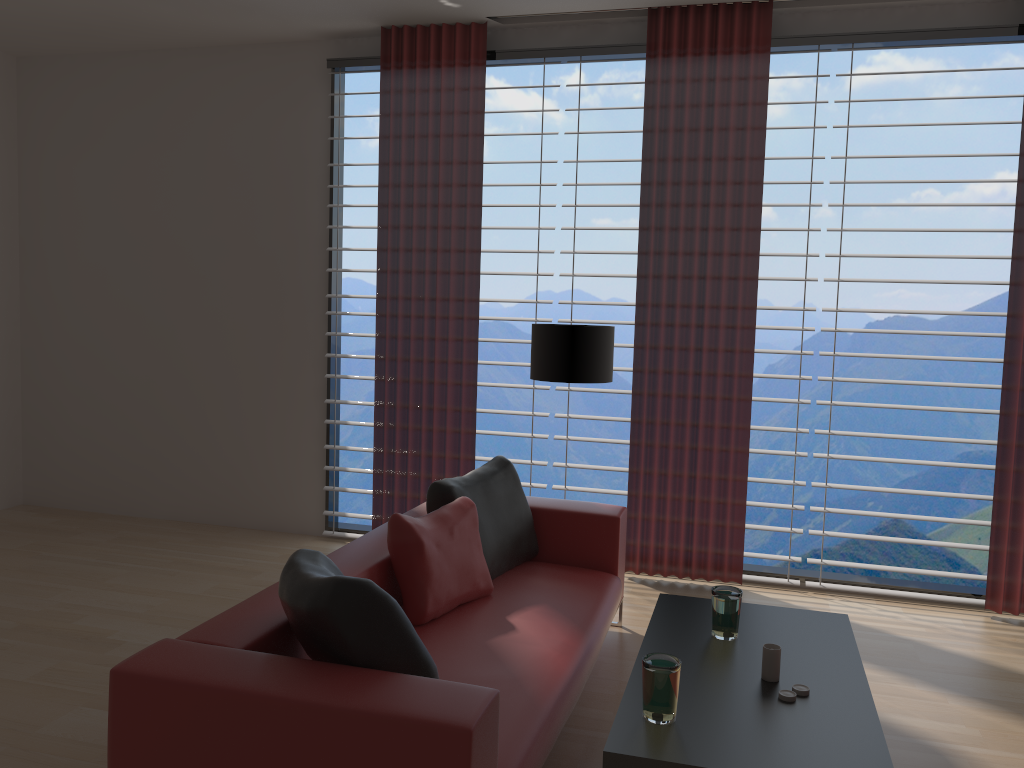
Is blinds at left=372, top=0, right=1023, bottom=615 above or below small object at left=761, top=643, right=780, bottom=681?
above

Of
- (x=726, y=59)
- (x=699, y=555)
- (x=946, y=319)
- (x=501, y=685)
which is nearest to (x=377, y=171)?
(x=946, y=319)

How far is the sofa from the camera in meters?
2.7

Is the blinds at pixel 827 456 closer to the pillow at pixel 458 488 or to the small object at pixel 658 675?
the pillow at pixel 458 488

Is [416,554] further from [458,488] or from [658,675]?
[658,675]

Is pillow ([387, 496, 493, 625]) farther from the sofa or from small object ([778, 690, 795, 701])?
small object ([778, 690, 795, 701])

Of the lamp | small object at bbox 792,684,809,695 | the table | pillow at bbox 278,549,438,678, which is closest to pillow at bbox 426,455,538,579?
the lamp

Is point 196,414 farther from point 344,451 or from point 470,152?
point 344,451

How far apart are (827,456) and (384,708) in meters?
4.7 m

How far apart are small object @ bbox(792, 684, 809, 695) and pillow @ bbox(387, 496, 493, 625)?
1.7m
